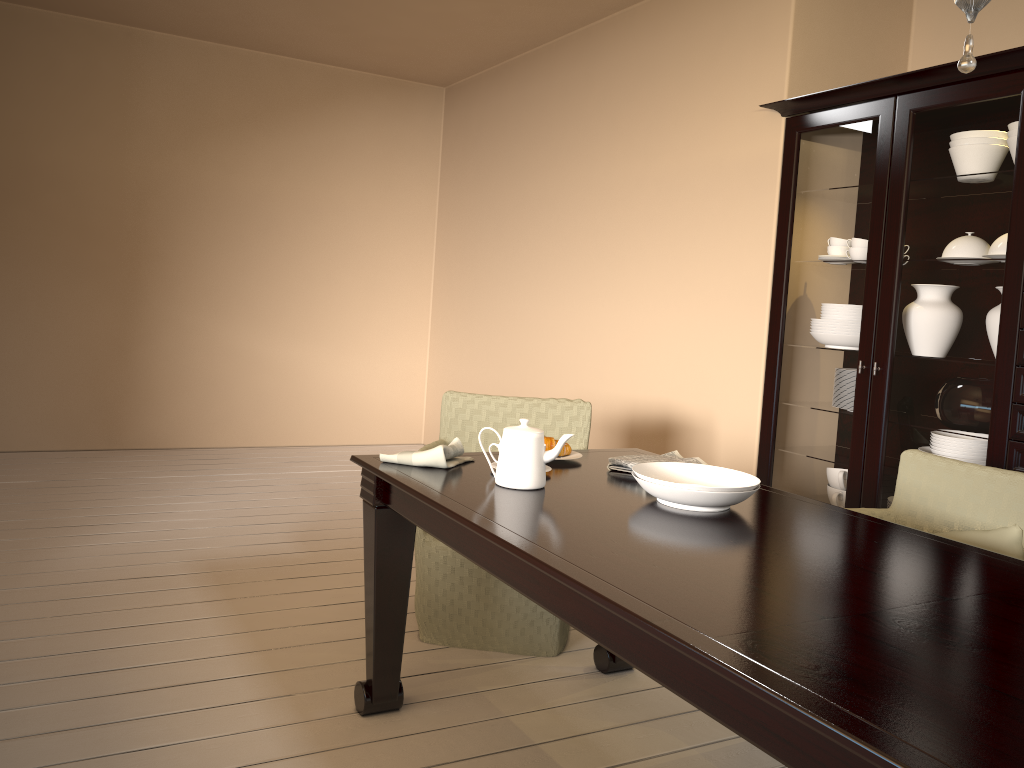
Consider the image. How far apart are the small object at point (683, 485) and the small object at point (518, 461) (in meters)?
0.17

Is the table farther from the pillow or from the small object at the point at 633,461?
the pillow

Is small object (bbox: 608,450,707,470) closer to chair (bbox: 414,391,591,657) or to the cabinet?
chair (bbox: 414,391,591,657)

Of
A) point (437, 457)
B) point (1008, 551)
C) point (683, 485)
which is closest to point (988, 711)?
point (683, 485)

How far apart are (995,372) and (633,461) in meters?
1.3

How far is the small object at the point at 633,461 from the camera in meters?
2.3

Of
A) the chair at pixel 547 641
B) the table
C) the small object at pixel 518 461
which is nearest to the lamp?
the table

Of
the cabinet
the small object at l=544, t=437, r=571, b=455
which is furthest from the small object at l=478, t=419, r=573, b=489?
the cabinet

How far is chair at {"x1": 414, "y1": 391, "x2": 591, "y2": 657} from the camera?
2.74m

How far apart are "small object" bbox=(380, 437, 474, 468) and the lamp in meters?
1.4 m
